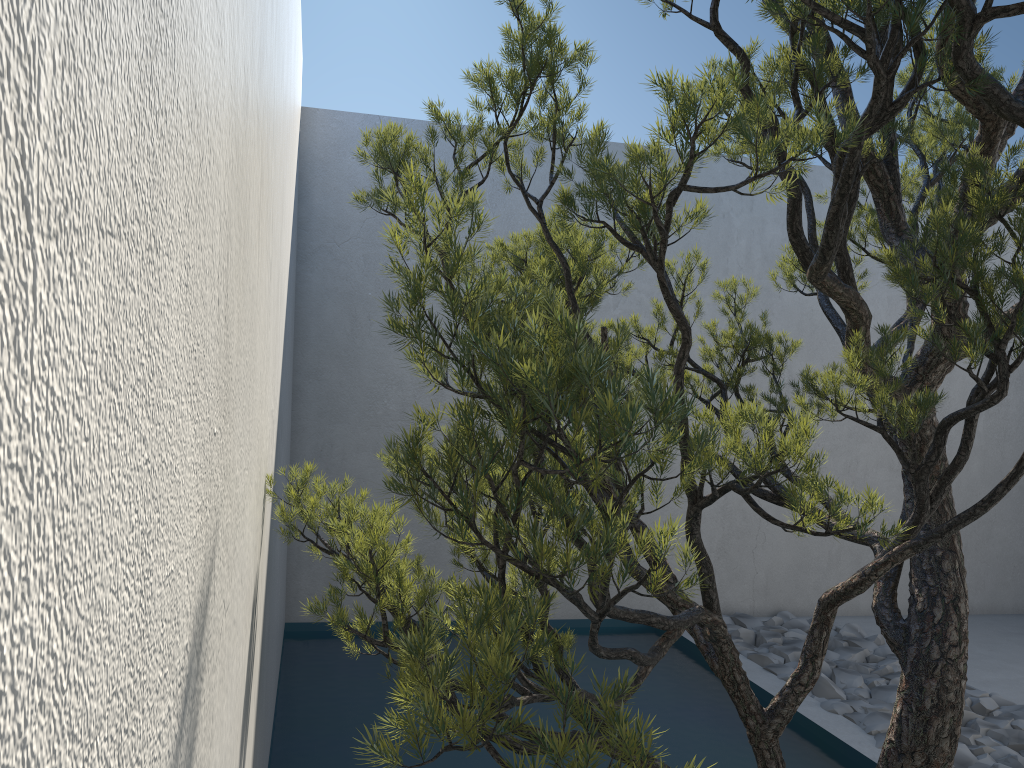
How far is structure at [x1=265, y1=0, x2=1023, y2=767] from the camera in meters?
1.0 m

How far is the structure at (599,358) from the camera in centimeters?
96cm

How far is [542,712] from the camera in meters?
3.6

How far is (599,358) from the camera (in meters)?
0.96
